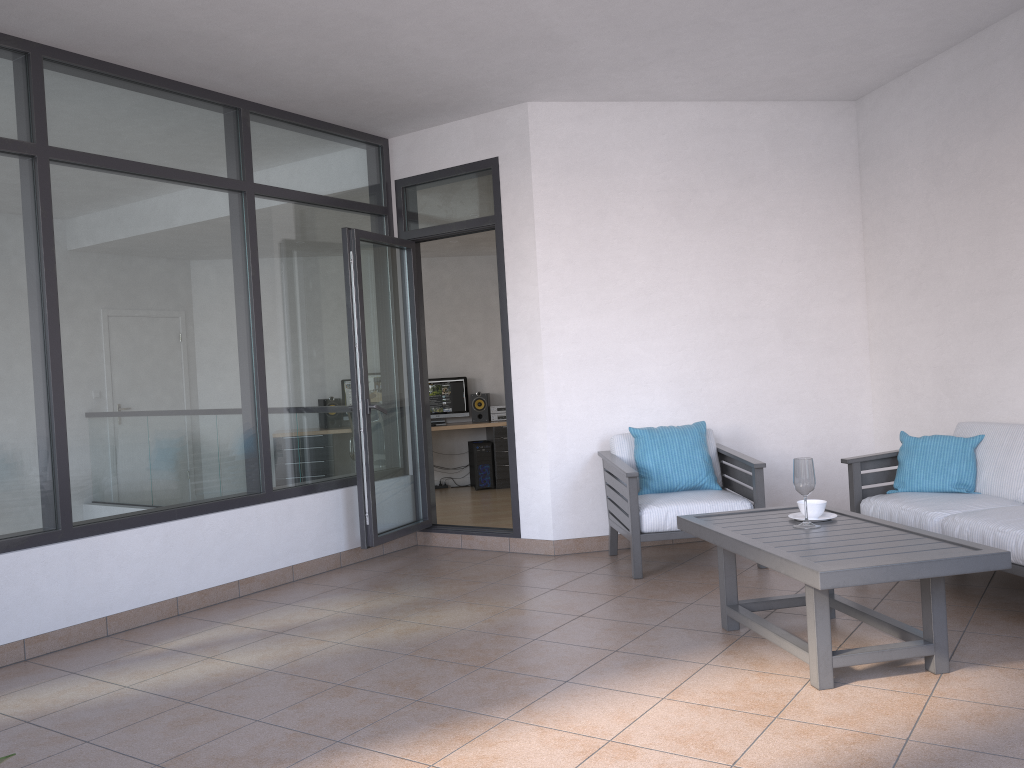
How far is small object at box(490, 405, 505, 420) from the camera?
10.2 meters

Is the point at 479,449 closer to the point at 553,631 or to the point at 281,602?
the point at 281,602

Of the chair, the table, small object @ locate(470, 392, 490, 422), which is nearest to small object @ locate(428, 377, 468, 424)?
small object @ locate(470, 392, 490, 422)

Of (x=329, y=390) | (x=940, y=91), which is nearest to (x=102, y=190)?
(x=329, y=390)

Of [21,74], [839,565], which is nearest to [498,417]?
[21,74]

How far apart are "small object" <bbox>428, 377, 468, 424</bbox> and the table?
6.3m

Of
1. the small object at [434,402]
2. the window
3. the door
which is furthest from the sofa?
the small object at [434,402]

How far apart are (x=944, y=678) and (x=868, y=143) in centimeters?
394cm

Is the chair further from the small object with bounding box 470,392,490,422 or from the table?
the small object with bounding box 470,392,490,422

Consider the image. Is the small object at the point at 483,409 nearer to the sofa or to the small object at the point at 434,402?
the small object at the point at 434,402
